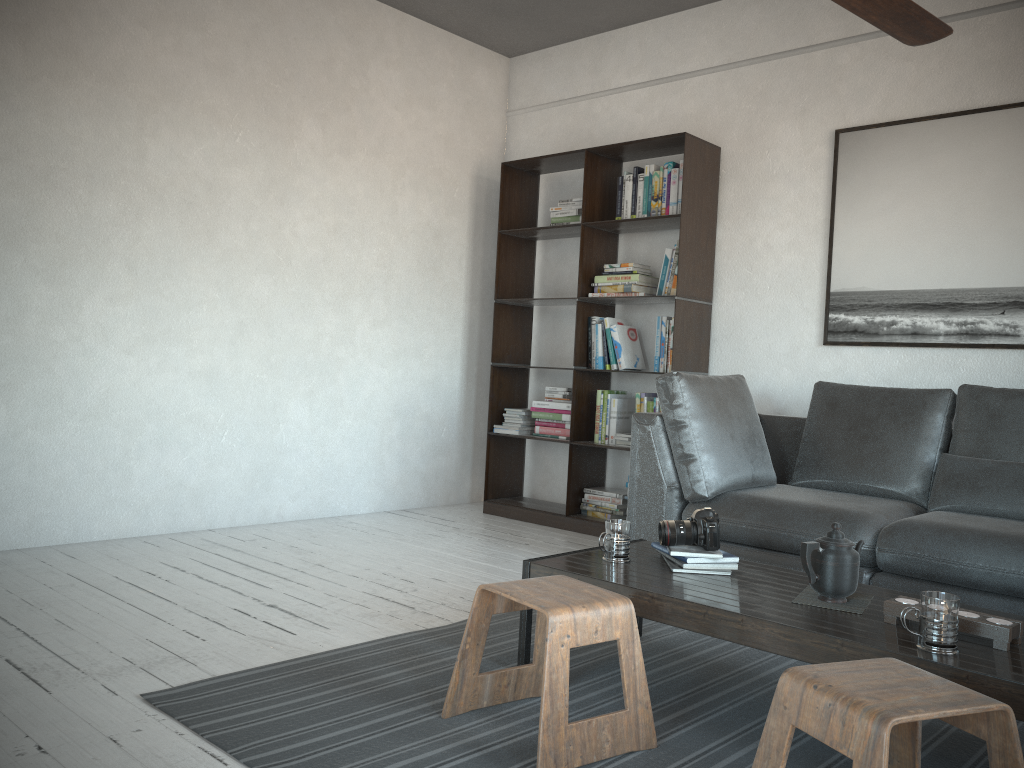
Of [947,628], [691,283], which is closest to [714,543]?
[947,628]

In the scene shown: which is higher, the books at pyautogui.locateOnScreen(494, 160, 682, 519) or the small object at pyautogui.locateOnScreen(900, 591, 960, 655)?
the books at pyautogui.locateOnScreen(494, 160, 682, 519)

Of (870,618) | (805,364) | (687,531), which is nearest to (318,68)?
(805,364)

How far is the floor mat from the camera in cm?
198

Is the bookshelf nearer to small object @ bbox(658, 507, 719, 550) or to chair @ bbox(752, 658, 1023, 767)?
small object @ bbox(658, 507, 719, 550)

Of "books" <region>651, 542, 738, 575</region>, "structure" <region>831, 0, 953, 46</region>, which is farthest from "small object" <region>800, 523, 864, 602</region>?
"structure" <region>831, 0, 953, 46</region>

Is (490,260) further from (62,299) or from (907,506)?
(907,506)

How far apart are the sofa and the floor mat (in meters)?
0.47

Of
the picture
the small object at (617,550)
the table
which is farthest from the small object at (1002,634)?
the picture

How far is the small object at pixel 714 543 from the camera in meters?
2.5
